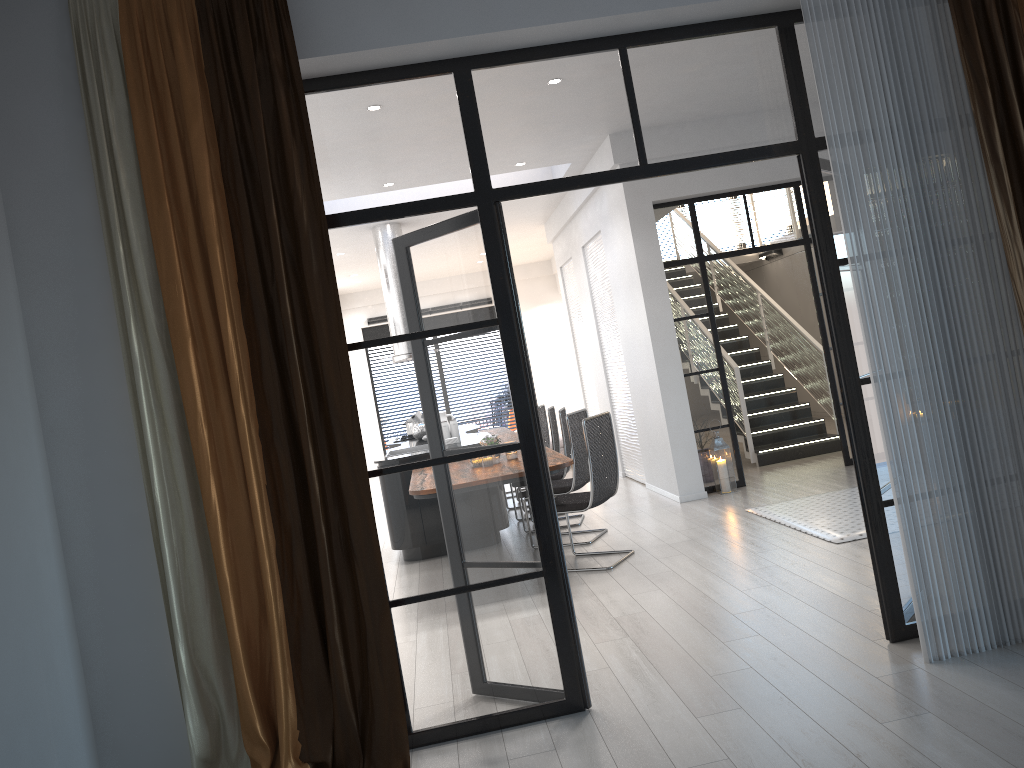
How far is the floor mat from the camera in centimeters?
575cm

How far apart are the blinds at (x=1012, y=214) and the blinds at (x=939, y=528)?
0.1m

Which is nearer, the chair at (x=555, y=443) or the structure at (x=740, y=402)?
the chair at (x=555, y=443)

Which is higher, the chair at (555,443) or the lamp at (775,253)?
the lamp at (775,253)

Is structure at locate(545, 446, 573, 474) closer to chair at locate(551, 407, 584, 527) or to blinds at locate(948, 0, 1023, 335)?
chair at locate(551, 407, 584, 527)

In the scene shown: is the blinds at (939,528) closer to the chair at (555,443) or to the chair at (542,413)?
the chair at (555,443)

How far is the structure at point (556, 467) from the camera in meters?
5.5 m

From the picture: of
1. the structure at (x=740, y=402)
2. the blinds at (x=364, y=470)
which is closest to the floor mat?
the structure at (x=740, y=402)

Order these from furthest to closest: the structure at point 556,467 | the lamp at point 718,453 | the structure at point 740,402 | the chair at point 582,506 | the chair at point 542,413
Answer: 1. the chair at point 542,413
2. the structure at point 740,402
3. the lamp at point 718,453
4. the chair at point 582,506
5. the structure at point 556,467

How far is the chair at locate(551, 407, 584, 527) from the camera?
7.7m
